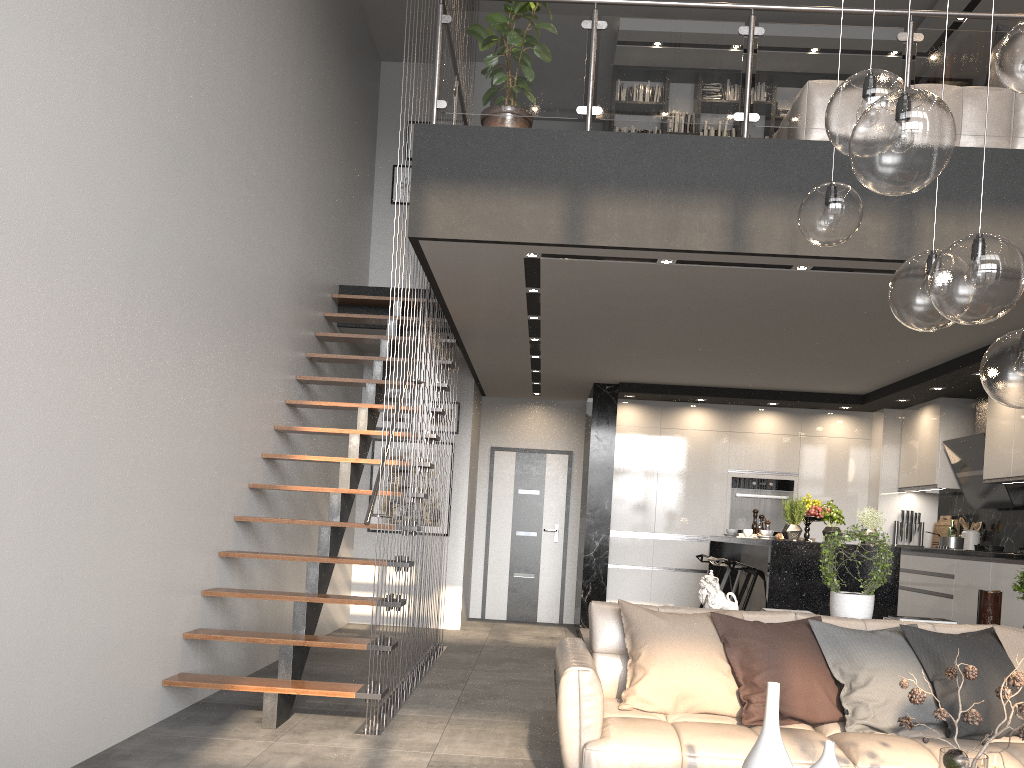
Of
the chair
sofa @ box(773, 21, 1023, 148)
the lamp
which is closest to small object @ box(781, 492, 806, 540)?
the chair

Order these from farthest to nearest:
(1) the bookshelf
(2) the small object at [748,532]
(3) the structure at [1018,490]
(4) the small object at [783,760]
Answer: (1) the bookshelf
(3) the structure at [1018,490]
(2) the small object at [748,532]
(4) the small object at [783,760]

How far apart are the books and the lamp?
6.8 meters

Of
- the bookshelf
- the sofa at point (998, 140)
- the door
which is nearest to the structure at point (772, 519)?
the door

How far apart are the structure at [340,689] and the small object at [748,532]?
2.69m

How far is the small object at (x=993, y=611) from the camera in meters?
4.3

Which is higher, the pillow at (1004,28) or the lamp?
the pillow at (1004,28)

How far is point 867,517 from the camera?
6.16m

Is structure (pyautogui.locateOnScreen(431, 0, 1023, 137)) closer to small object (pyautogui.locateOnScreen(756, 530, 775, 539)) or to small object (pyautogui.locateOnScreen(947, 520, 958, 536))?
small object (pyautogui.locateOnScreen(756, 530, 775, 539))

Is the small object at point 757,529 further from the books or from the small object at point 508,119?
the small object at point 508,119
